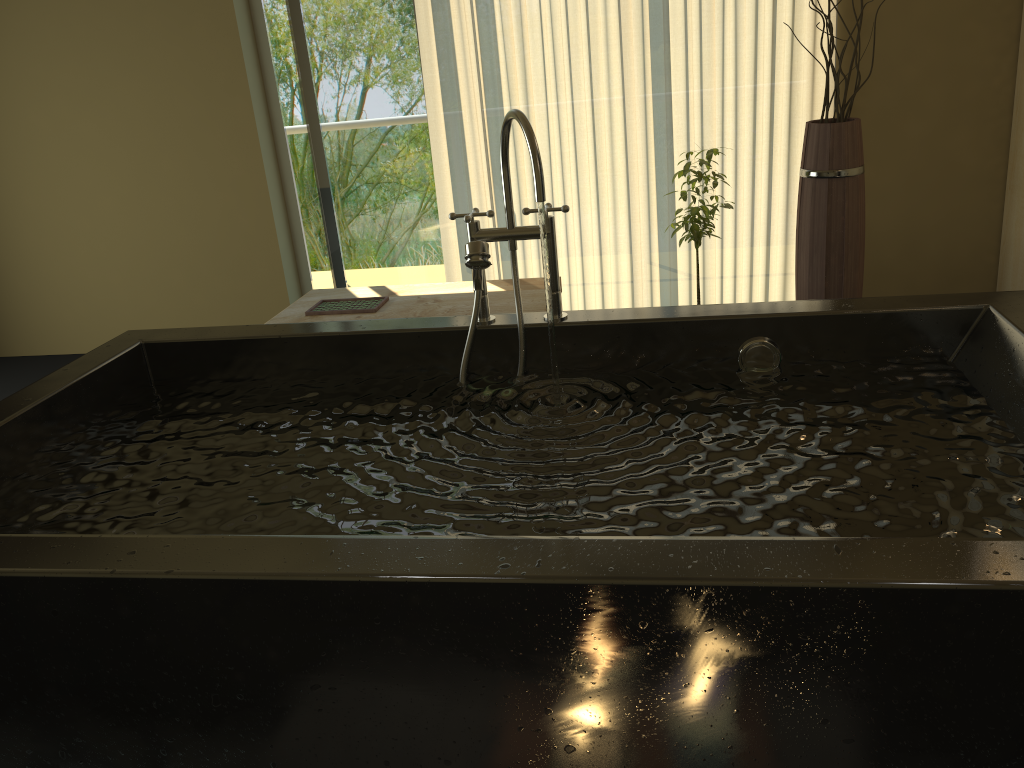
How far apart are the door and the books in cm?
85

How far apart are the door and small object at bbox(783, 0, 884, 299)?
1.83m

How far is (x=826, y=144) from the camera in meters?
3.0 m

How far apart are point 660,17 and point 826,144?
1.0 meters

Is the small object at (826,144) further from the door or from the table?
the door

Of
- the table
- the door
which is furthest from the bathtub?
the door

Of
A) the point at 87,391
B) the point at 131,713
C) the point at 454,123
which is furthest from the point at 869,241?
the point at 131,713

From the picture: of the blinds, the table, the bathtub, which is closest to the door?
the blinds

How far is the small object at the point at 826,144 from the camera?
3.0m

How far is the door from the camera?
4.1m
